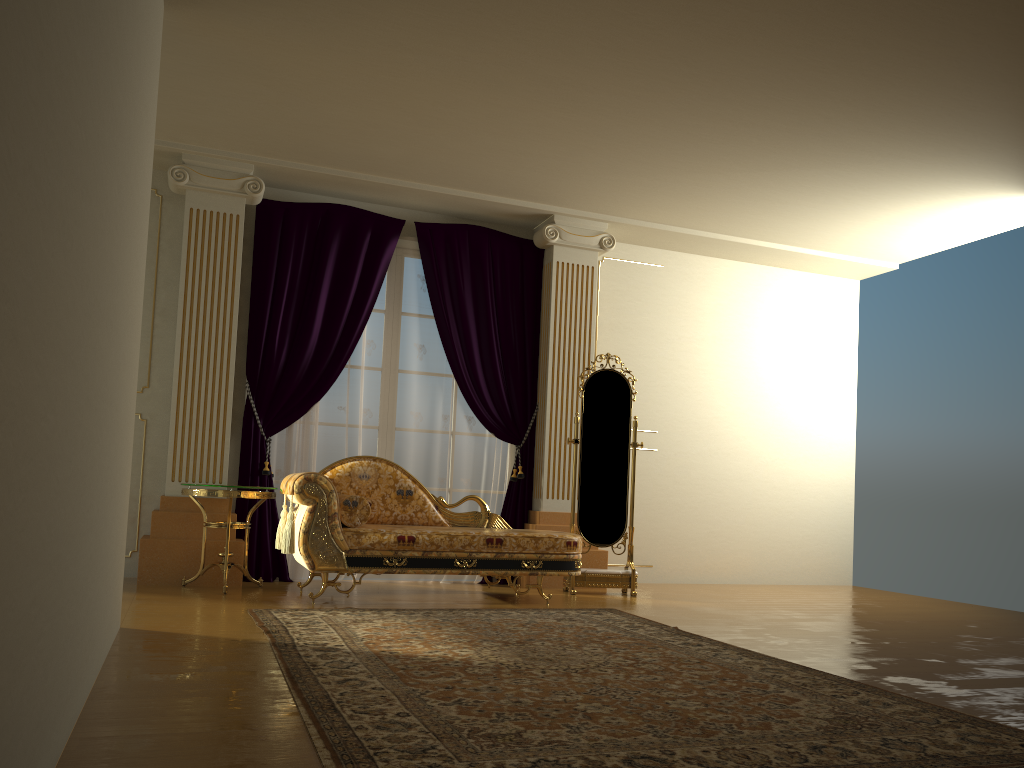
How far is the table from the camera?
5.14m

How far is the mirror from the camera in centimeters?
610cm

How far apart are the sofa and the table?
0.1m

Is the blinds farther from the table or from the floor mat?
the floor mat

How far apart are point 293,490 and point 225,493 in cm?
54

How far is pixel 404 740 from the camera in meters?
2.2

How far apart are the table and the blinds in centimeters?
32cm

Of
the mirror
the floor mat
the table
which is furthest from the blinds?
the floor mat

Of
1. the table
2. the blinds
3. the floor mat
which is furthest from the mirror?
the table

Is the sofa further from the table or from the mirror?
the mirror
